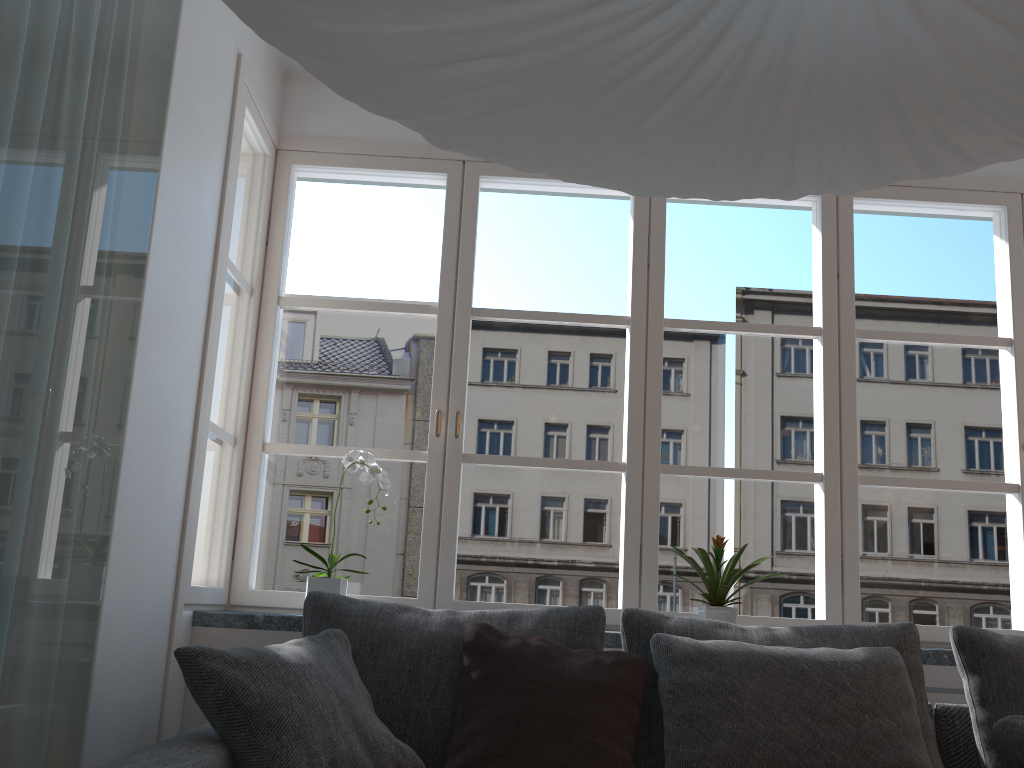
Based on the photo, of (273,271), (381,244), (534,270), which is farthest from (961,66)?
(381,244)

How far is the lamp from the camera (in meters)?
0.92

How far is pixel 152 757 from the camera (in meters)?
1.59

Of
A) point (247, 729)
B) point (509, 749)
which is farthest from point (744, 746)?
point (247, 729)

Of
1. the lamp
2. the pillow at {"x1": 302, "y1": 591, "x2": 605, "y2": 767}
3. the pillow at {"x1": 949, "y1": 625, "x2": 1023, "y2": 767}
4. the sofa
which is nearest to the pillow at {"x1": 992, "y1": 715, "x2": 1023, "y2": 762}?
the pillow at {"x1": 949, "y1": 625, "x2": 1023, "y2": 767}

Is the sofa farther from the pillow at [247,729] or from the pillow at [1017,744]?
the pillow at [1017,744]

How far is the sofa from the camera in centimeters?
159cm

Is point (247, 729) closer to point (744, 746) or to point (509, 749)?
point (509, 749)

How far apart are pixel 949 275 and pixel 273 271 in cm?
2475

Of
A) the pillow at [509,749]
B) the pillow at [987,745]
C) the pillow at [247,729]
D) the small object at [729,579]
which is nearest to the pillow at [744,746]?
the pillow at [509,749]
